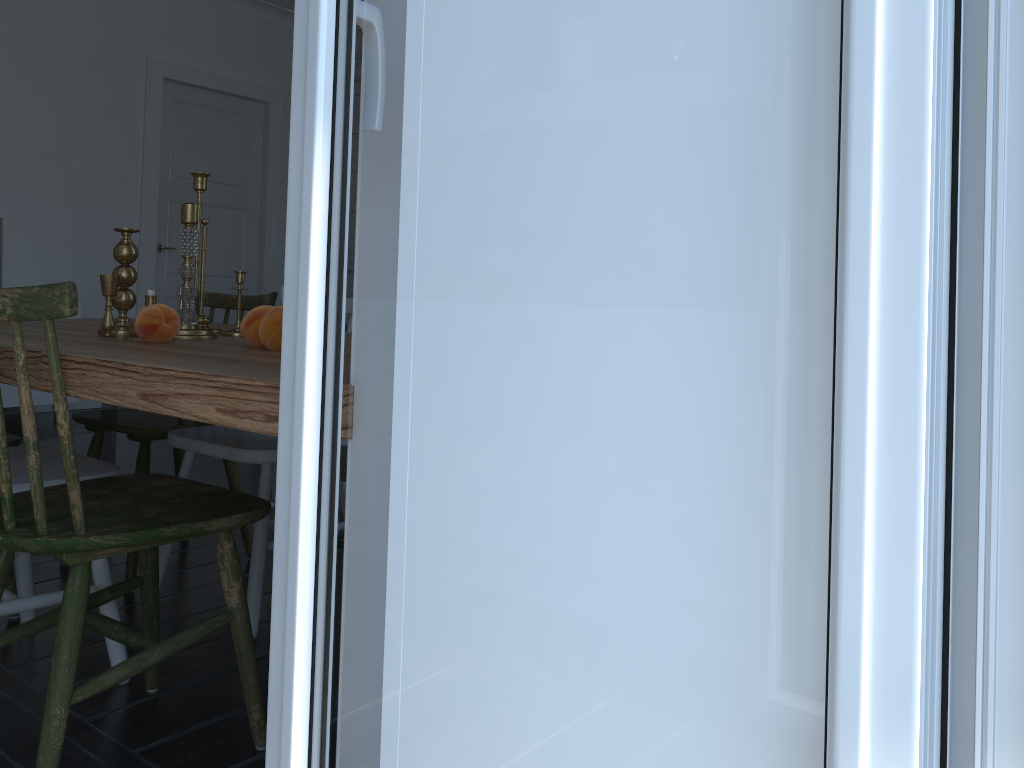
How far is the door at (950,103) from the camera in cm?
49

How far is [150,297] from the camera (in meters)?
1.86

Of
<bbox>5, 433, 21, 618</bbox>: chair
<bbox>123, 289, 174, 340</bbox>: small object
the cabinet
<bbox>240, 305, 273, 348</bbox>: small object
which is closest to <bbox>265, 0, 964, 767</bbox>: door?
<bbox>240, 305, 273, 348</bbox>: small object

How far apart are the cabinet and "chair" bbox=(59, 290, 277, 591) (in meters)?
2.82

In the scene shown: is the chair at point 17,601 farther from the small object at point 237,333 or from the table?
the small object at point 237,333

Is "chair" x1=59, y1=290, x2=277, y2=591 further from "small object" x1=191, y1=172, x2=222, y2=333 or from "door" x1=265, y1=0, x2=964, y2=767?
"door" x1=265, y1=0, x2=964, y2=767

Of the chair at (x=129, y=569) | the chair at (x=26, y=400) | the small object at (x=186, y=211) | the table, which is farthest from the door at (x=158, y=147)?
the chair at (x=26, y=400)

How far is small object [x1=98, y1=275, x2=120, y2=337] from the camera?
1.91m

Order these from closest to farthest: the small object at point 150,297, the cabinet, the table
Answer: the table → the small object at point 150,297 → the cabinet

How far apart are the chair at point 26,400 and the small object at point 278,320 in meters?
0.3 m
